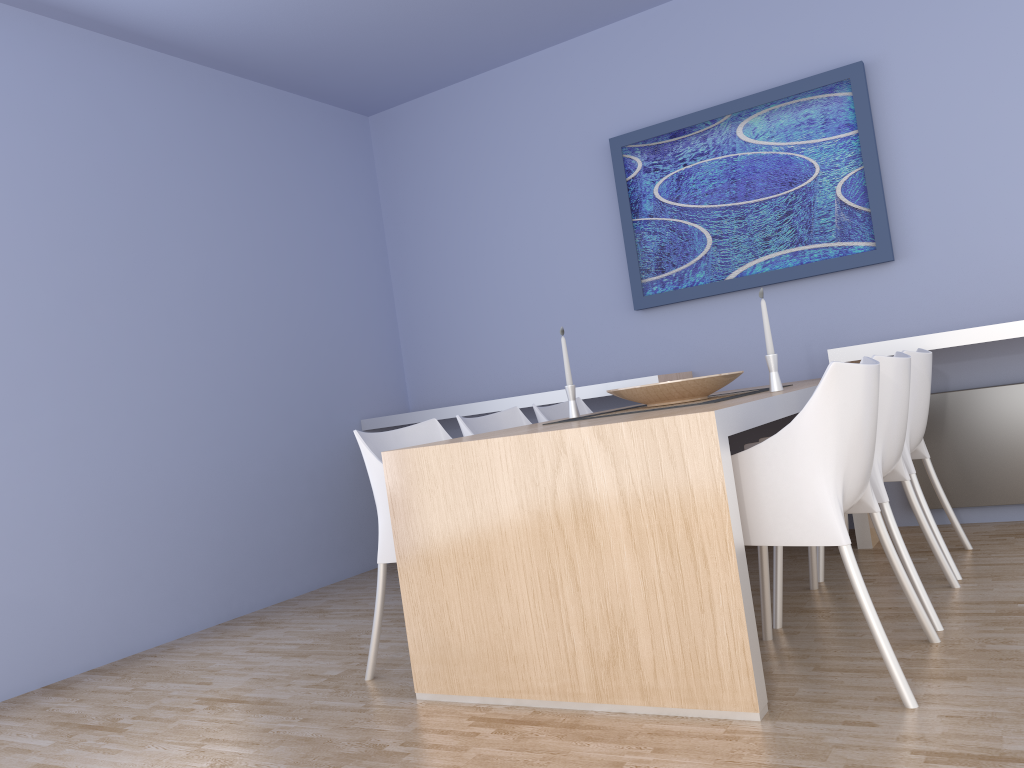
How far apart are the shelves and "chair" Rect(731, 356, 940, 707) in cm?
127

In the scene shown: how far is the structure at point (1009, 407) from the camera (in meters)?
3.71

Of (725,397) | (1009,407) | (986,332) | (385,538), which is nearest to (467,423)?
(385,538)

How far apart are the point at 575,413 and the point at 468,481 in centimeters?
98cm

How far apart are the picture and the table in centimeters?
79cm

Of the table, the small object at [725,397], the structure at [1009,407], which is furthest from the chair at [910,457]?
the small object at [725,397]

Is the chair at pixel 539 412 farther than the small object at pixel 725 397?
Yes

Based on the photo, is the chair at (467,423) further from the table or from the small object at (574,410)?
the table

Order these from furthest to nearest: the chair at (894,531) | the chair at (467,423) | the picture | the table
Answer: the picture → the chair at (467,423) → the chair at (894,531) → the table

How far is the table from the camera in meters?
2.1 m
